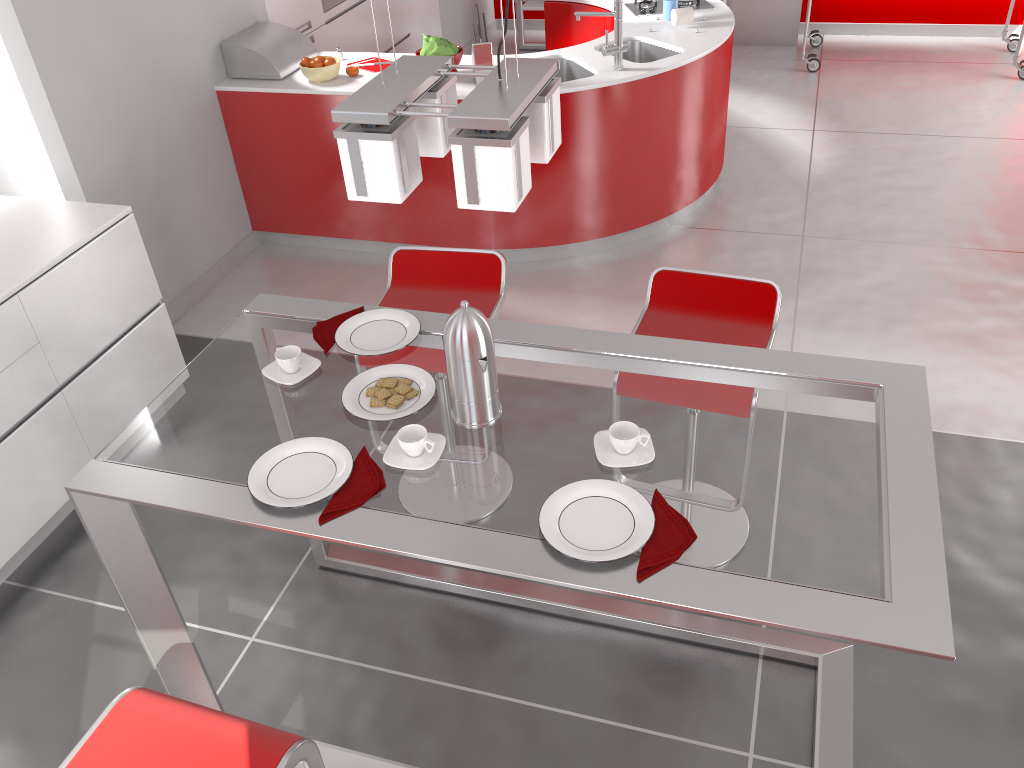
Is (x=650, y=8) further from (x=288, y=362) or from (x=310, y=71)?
(x=288, y=362)

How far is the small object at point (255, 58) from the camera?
4.4 meters

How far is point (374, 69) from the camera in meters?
4.4

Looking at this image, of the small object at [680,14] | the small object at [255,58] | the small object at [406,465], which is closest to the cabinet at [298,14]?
the small object at [255,58]

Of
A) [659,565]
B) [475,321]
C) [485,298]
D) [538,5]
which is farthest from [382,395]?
[538,5]

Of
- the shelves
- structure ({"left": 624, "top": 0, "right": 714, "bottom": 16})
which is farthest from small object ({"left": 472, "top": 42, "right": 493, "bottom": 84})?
the shelves

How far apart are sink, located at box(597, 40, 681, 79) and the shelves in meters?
2.8

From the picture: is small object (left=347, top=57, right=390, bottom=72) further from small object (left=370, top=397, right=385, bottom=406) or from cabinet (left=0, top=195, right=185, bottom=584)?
small object (left=370, top=397, right=385, bottom=406)

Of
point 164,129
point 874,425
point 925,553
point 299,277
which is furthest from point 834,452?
point 164,129

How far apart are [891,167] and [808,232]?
1.0 meters
